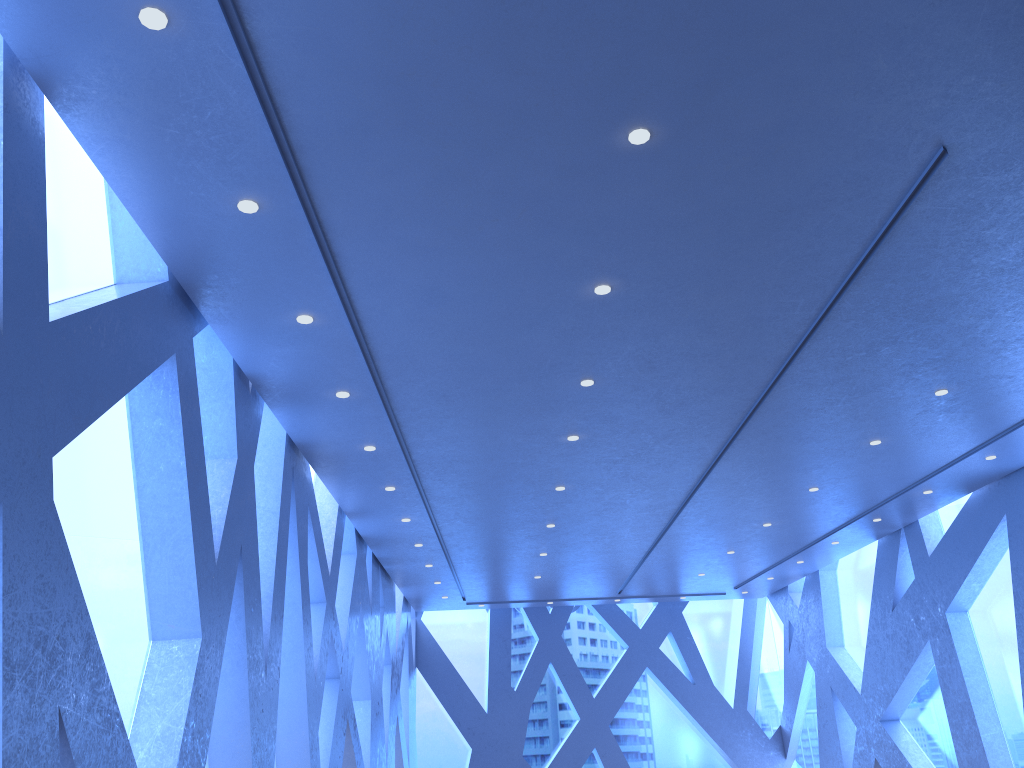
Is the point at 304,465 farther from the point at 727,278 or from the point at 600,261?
the point at 727,278

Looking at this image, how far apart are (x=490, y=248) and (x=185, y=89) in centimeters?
203cm

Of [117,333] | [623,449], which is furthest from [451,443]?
[117,333]
